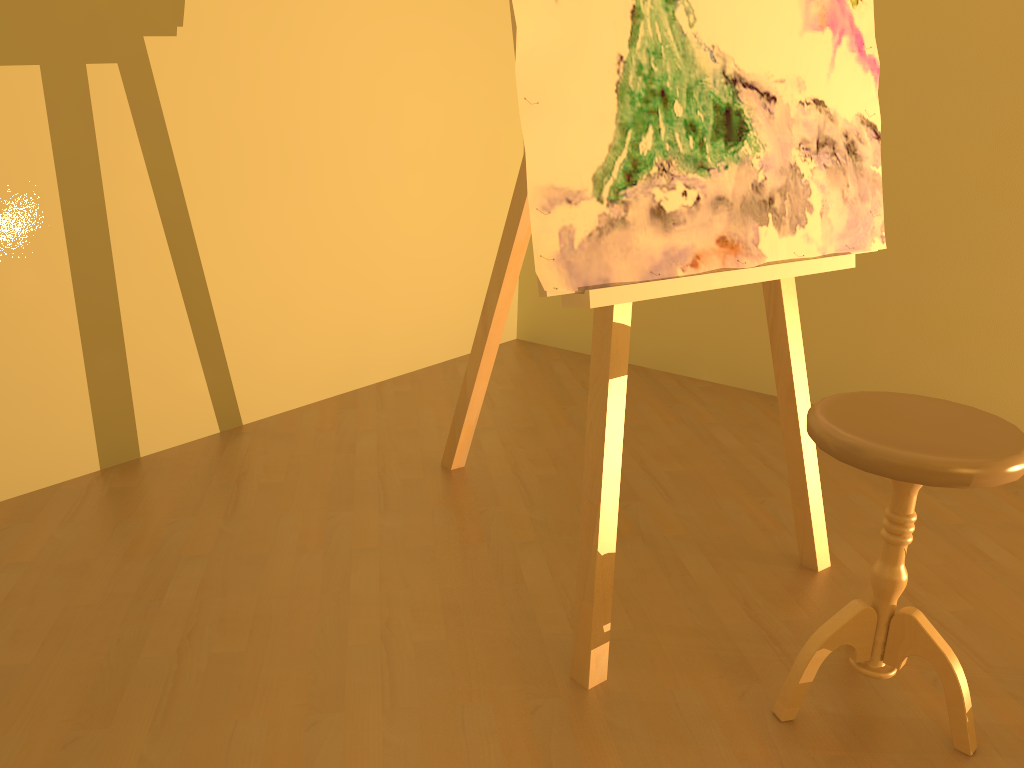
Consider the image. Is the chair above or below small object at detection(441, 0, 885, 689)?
below

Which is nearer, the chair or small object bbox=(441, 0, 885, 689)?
the chair

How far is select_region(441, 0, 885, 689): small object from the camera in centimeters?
144cm

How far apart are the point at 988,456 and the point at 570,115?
0.8m

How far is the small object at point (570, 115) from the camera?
1.4 meters

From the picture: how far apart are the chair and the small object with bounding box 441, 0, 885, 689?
0.29m

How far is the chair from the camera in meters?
1.3

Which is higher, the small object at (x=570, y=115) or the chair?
the small object at (x=570, y=115)

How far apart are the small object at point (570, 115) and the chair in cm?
29

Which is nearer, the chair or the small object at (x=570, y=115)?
the chair
